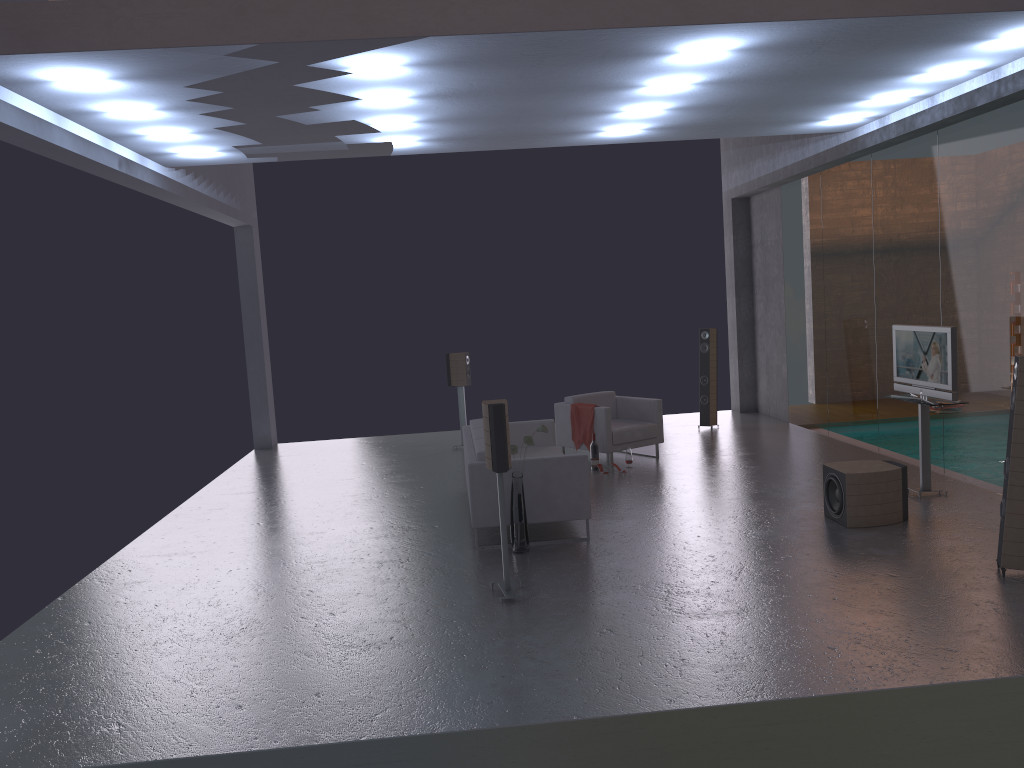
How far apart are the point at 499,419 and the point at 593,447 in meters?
4.6

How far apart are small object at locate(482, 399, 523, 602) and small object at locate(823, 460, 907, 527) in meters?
3.0 m

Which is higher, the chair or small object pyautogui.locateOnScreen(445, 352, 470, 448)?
small object pyautogui.locateOnScreen(445, 352, 470, 448)

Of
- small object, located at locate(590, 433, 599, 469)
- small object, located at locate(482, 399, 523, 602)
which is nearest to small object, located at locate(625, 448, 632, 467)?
small object, located at locate(590, 433, 599, 469)

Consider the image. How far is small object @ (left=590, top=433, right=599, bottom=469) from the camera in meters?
10.4

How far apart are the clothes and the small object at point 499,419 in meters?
4.5

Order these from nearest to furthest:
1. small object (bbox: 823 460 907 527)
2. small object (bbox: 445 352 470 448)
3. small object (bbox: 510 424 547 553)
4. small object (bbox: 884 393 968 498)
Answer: small object (bbox: 510 424 547 553)
small object (bbox: 823 460 907 527)
small object (bbox: 884 393 968 498)
small object (bbox: 445 352 470 448)

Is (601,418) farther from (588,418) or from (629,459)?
(629,459)

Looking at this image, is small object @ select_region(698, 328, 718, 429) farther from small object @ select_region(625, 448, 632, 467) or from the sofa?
the sofa

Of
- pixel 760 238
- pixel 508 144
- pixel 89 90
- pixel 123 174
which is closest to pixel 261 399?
pixel 123 174
